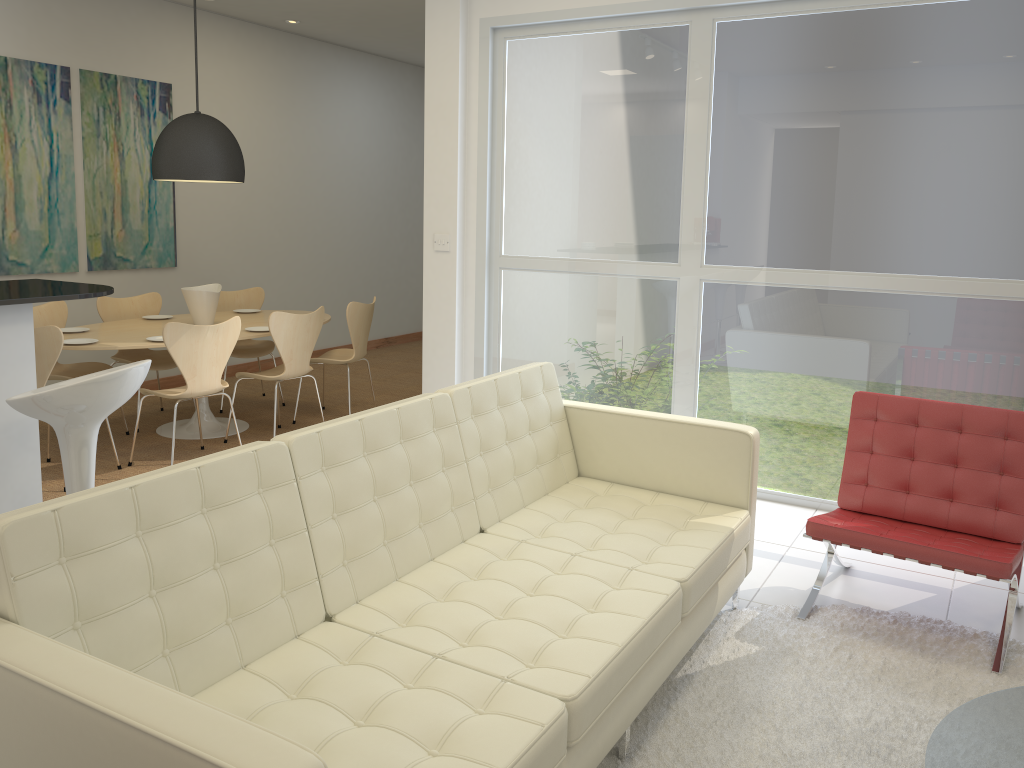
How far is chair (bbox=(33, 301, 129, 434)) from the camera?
5.7 meters

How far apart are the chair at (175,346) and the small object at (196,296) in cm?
77

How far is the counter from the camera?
3.09m

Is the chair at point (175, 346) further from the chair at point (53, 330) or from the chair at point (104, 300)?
the chair at point (104, 300)

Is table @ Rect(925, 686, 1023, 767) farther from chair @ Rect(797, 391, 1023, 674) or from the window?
the window

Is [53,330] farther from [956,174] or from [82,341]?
[956,174]

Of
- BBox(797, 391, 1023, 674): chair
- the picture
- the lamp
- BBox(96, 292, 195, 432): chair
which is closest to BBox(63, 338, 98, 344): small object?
BBox(96, 292, 195, 432): chair

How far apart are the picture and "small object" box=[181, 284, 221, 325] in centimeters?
121cm

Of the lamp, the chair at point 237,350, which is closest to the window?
the lamp

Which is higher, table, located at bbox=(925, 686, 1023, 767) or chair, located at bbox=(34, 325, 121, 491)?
chair, located at bbox=(34, 325, 121, 491)
